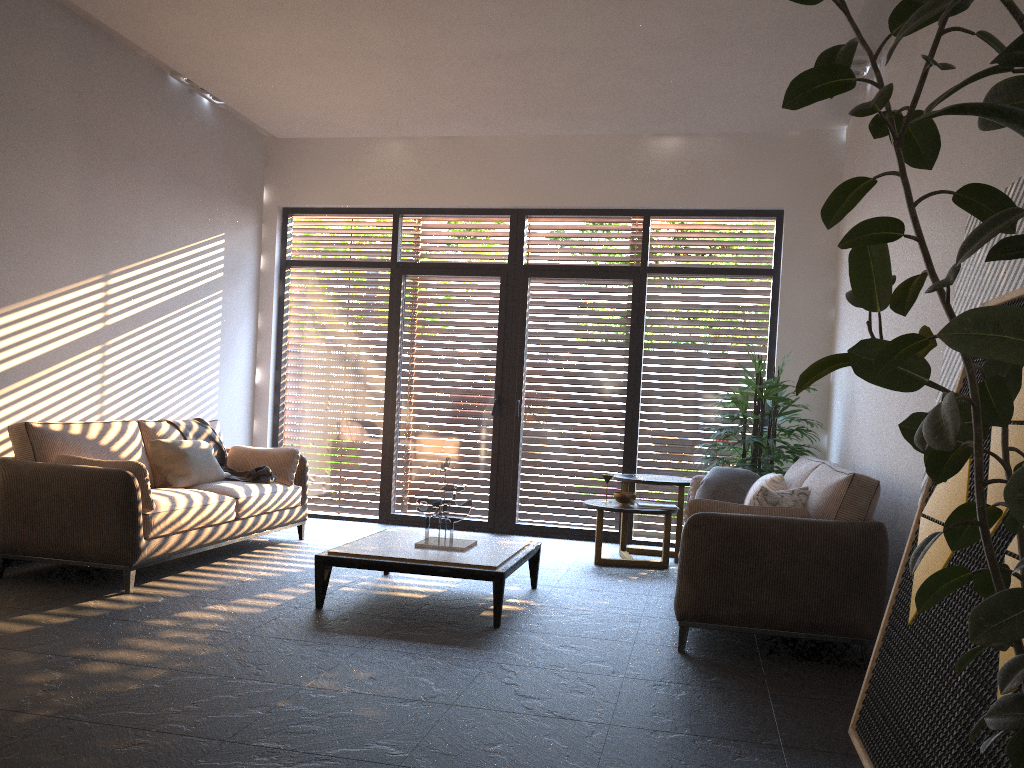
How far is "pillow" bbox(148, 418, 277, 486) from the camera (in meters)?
6.03

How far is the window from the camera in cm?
769

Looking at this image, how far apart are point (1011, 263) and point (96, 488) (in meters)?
4.49

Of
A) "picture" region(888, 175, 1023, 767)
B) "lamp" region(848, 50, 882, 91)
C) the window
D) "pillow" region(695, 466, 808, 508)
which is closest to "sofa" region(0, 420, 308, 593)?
the window

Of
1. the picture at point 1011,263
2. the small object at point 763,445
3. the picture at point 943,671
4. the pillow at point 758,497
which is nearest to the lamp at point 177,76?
the small object at point 763,445

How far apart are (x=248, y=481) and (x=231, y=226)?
2.58m

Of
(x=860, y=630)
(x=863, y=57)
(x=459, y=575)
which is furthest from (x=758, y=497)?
(x=863, y=57)

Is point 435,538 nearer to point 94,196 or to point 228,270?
point 94,196

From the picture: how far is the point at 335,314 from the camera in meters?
8.4

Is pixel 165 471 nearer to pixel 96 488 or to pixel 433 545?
pixel 96 488
